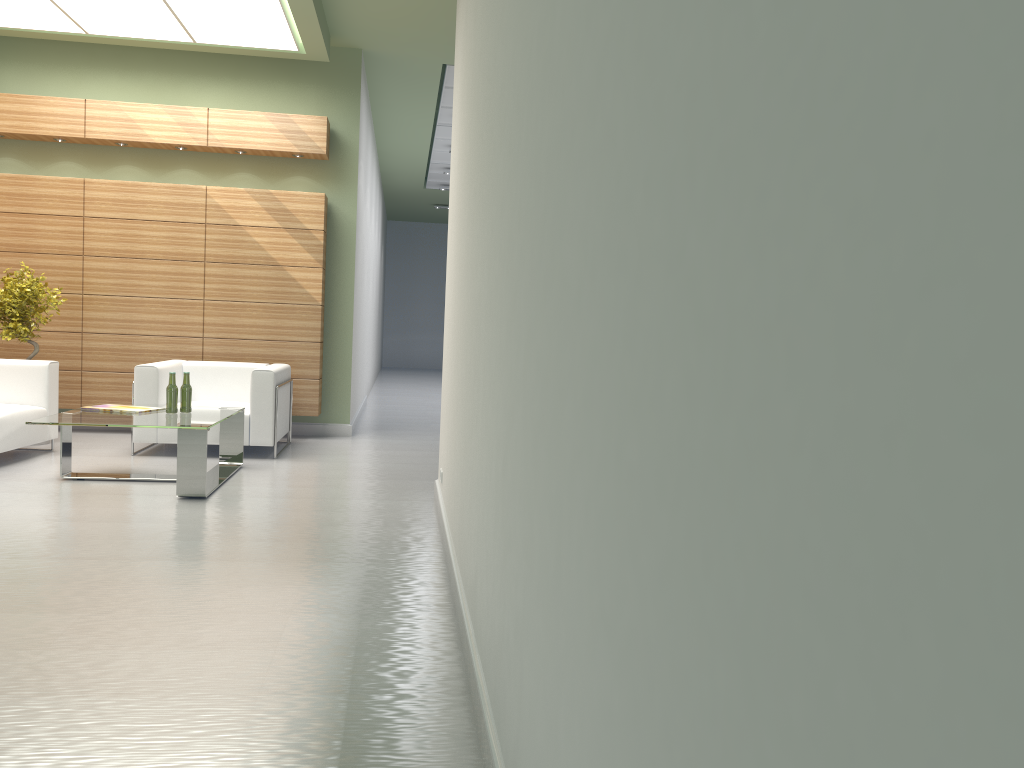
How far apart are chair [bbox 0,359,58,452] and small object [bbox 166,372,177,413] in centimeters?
208cm

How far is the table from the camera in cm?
914

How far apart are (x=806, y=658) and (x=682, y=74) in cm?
99

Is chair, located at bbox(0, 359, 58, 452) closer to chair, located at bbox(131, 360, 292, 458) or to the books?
chair, located at bbox(131, 360, 292, 458)

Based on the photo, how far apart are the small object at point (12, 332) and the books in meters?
2.8 m

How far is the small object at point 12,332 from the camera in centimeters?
1211cm

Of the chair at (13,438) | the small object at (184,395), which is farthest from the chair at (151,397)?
the small object at (184,395)

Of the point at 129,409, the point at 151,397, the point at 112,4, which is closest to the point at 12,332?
the point at 151,397

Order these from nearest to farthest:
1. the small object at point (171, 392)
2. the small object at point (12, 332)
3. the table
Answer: the table
the small object at point (171, 392)
the small object at point (12, 332)

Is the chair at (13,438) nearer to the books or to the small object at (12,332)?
the small object at (12,332)
